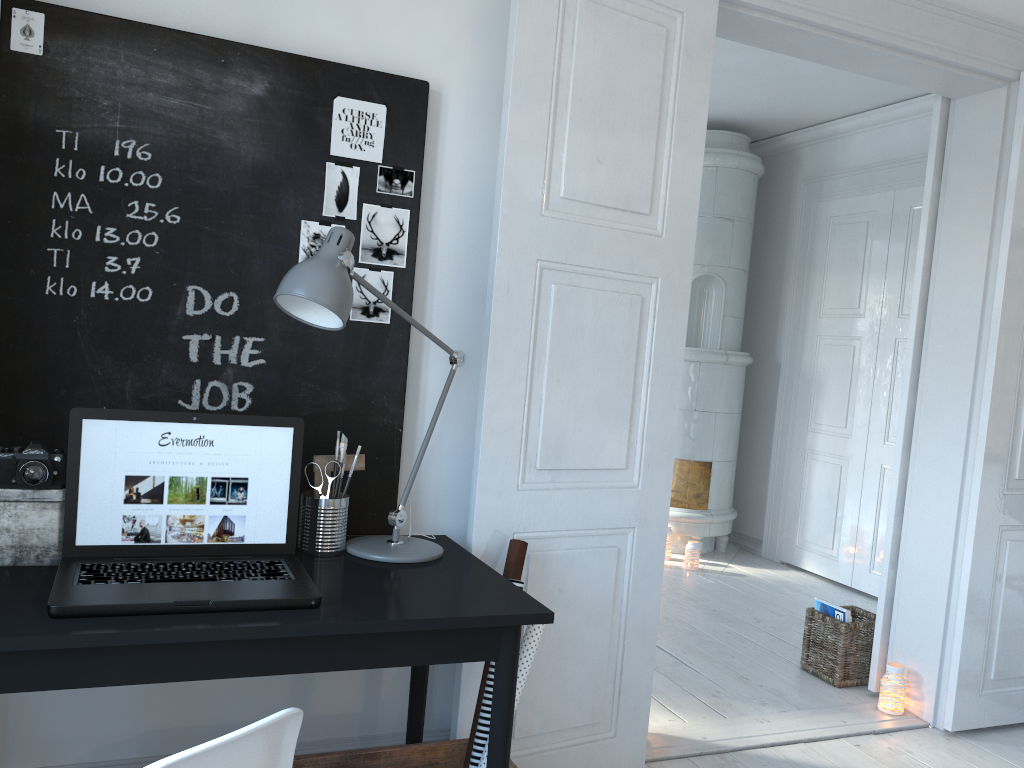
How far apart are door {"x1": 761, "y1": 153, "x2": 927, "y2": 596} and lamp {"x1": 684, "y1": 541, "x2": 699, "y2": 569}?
0.7m

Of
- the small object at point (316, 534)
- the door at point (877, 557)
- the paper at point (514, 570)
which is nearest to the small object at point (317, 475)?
the small object at point (316, 534)

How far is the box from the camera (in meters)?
1.68

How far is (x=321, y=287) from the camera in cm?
171

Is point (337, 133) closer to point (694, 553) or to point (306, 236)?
point (306, 236)

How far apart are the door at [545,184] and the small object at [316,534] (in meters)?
0.39

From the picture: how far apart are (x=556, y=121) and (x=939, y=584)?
2.2m

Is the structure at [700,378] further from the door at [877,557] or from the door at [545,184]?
the door at [545,184]

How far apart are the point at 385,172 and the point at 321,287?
0.6m

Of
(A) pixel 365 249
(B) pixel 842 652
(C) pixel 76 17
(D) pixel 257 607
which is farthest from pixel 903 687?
(C) pixel 76 17
